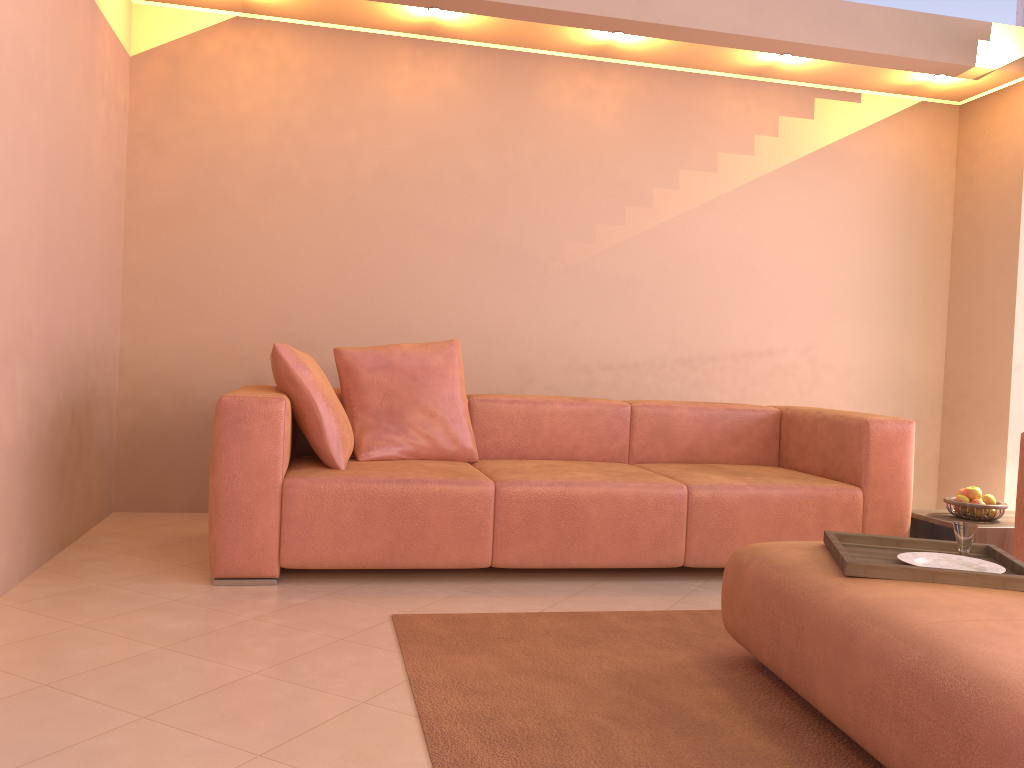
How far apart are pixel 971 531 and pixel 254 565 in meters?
2.2

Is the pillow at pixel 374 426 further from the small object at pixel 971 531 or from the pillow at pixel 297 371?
the small object at pixel 971 531

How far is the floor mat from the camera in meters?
1.9 m

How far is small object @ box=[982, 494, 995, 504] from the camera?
3.5m

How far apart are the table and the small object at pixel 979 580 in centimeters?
114cm

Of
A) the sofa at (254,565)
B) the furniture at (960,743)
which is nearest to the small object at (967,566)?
the furniture at (960,743)

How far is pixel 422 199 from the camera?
4.58m

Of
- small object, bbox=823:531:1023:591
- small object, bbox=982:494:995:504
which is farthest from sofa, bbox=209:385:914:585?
small object, bbox=823:531:1023:591

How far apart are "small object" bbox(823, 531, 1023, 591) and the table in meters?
1.1

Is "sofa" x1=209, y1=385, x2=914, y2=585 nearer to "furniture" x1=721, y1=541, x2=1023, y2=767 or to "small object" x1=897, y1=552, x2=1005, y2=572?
"furniture" x1=721, y1=541, x2=1023, y2=767
